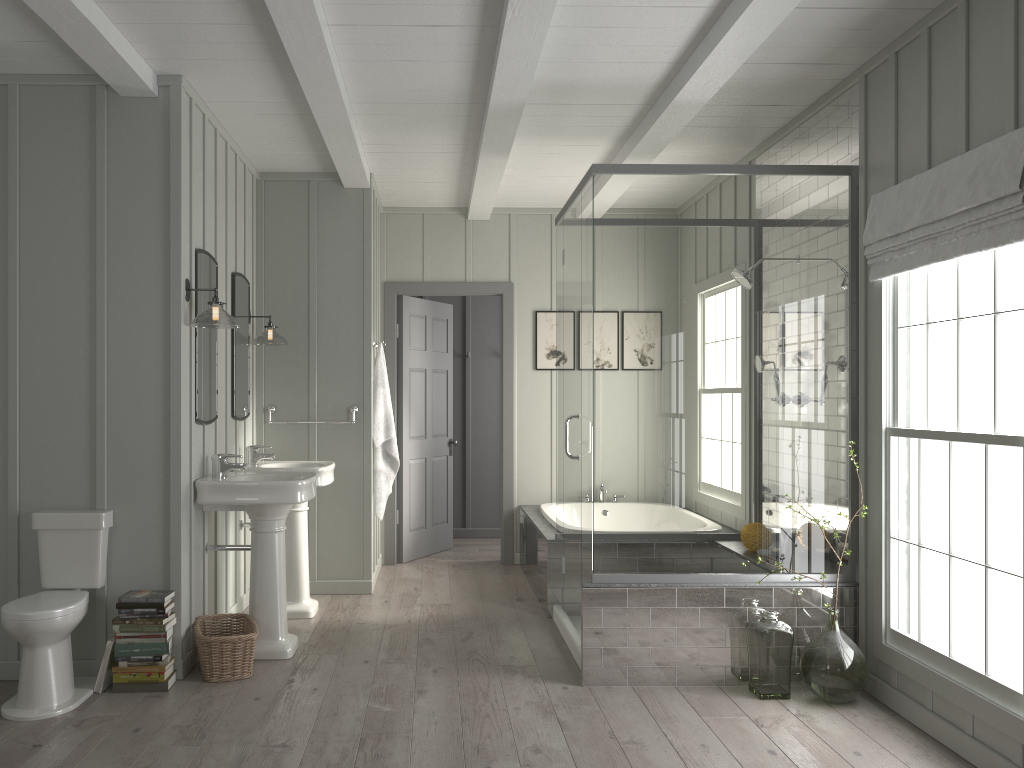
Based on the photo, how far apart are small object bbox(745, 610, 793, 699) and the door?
3.10m

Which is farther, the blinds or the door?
the door

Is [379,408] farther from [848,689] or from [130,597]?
[848,689]

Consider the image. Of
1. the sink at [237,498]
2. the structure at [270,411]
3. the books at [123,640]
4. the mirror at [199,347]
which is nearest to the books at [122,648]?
the books at [123,640]

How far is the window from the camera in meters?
3.1

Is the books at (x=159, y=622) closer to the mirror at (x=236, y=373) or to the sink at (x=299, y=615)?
the sink at (x=299, y=615)

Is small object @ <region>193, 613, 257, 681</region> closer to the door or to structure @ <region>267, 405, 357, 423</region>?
structure @ <region>267, 405, 357, 423</region>

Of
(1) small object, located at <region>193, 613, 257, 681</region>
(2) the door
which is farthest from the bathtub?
(1) small object, located at <region>193, 613, 257, 681</region>

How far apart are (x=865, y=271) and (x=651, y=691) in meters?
2.1 m

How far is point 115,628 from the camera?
3.77m
